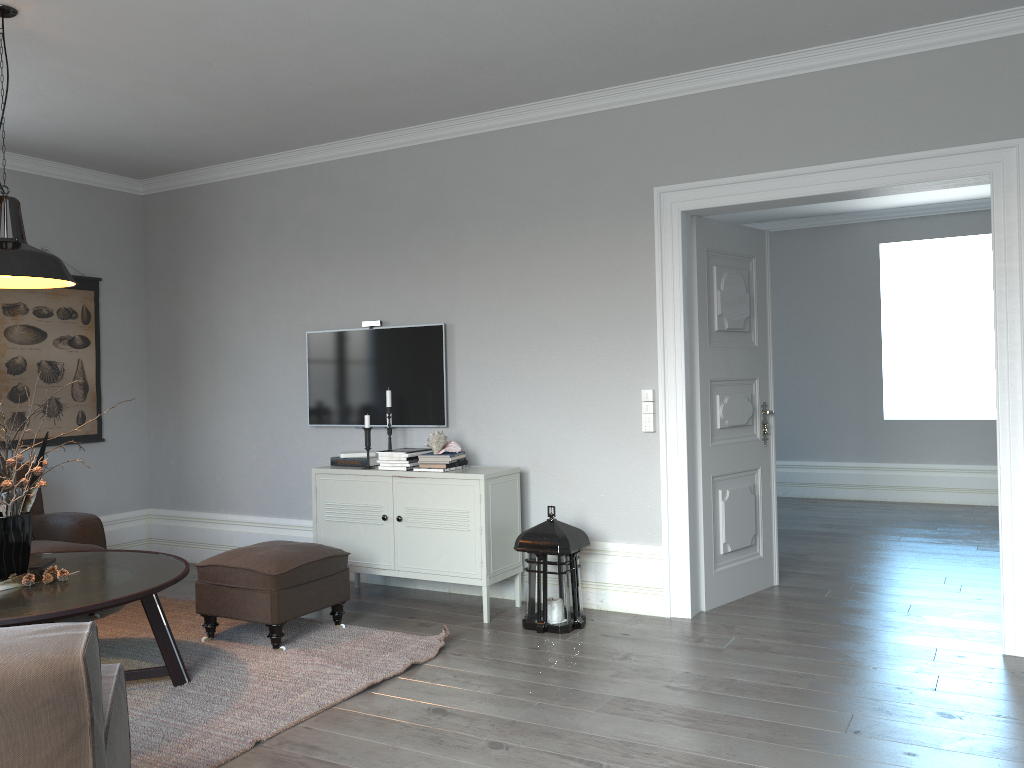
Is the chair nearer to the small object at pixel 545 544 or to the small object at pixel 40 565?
the small object at pixel 40 565

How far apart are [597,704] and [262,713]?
1.26m

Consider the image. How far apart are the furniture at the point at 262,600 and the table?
0.28m

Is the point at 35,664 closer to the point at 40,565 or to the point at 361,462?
the point at 40,565

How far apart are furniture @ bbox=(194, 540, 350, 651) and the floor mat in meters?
0.0

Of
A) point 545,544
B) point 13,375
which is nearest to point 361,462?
point 545,544

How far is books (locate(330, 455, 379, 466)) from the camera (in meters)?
5.07

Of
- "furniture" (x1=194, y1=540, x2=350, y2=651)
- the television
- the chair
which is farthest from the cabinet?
the chair

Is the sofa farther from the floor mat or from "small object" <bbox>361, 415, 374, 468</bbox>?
"small object" <bbox>361, 415, 374, 468</bbox>

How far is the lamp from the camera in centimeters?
330cm
